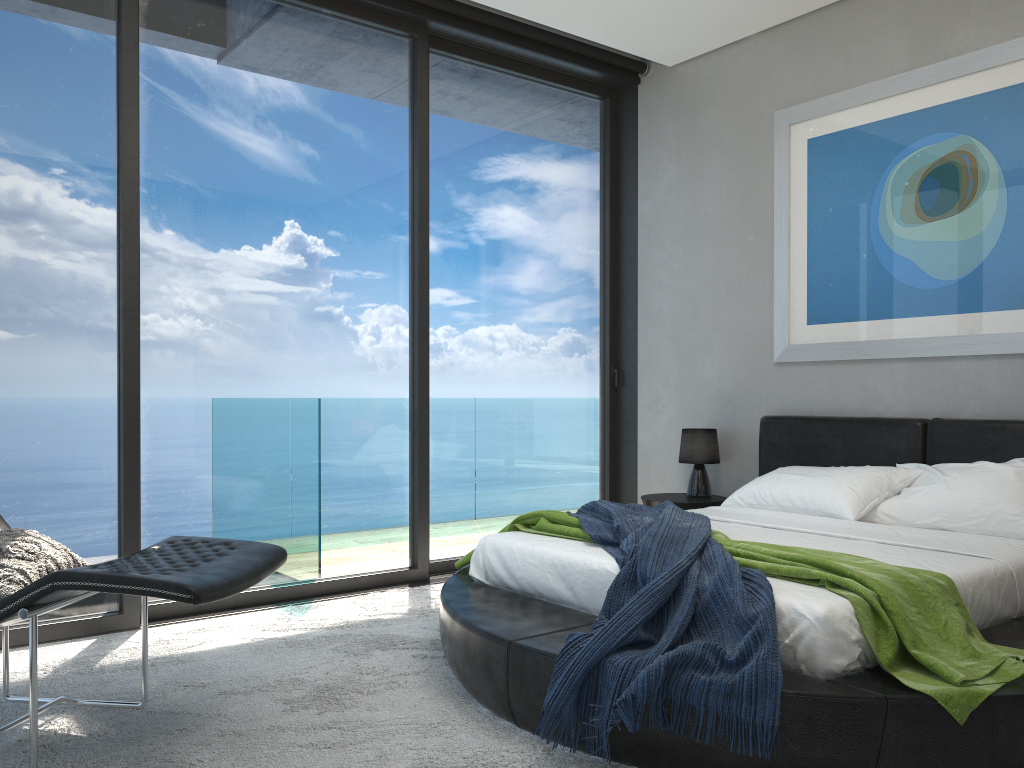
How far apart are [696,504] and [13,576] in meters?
3.4

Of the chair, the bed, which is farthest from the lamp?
the chair

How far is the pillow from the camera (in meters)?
2.54

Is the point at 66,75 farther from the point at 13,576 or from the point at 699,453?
the point at 699,453

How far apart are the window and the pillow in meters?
0.9

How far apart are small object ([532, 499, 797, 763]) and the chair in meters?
0.9

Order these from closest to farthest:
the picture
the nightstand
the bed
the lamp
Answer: the bed → the picture → the nightstand → the lamp

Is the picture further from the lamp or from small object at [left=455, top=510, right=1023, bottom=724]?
small object at [left=455, top=510, right=1023, bottom=724]

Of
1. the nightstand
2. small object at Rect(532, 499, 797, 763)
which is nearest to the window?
the nightstand

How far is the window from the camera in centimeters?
377cm
